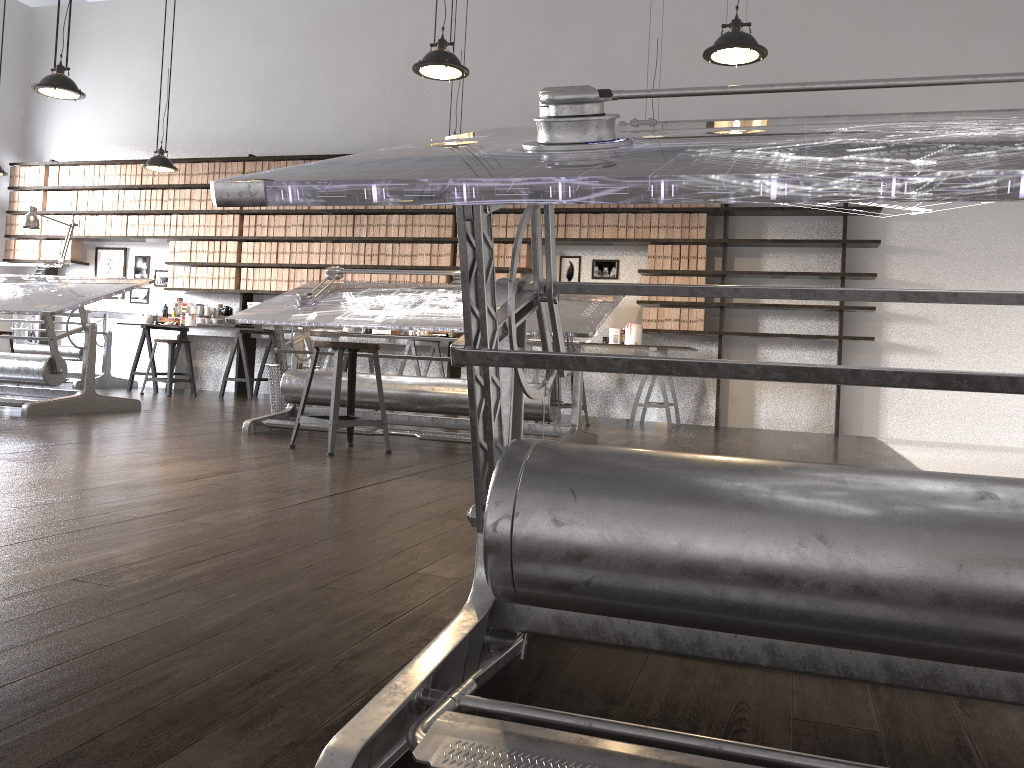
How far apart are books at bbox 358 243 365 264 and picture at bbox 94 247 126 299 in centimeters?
303cm

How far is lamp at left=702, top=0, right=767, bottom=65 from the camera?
4.1 meters

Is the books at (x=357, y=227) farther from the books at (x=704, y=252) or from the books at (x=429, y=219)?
the books at (x=704, y=252)

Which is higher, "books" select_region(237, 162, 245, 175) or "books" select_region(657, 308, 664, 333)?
"books" select_region(237, 162, 245, 175)

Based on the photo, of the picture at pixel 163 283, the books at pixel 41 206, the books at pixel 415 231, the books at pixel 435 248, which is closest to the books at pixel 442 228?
the books at pixel 435 248

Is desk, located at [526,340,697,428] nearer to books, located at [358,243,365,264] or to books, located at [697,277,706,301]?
Answer: books, located at [697,277,706,301]

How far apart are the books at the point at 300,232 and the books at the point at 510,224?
A: 2.2 meters

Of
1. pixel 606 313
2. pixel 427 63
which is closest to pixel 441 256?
pixel 427 63

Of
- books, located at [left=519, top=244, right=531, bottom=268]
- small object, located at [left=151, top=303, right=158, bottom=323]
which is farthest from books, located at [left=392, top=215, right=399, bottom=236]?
small object, located at [left=151, top=303, right=158, bottom=323]

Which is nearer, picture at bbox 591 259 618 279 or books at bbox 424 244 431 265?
picture at bbox 591 259 618 279
